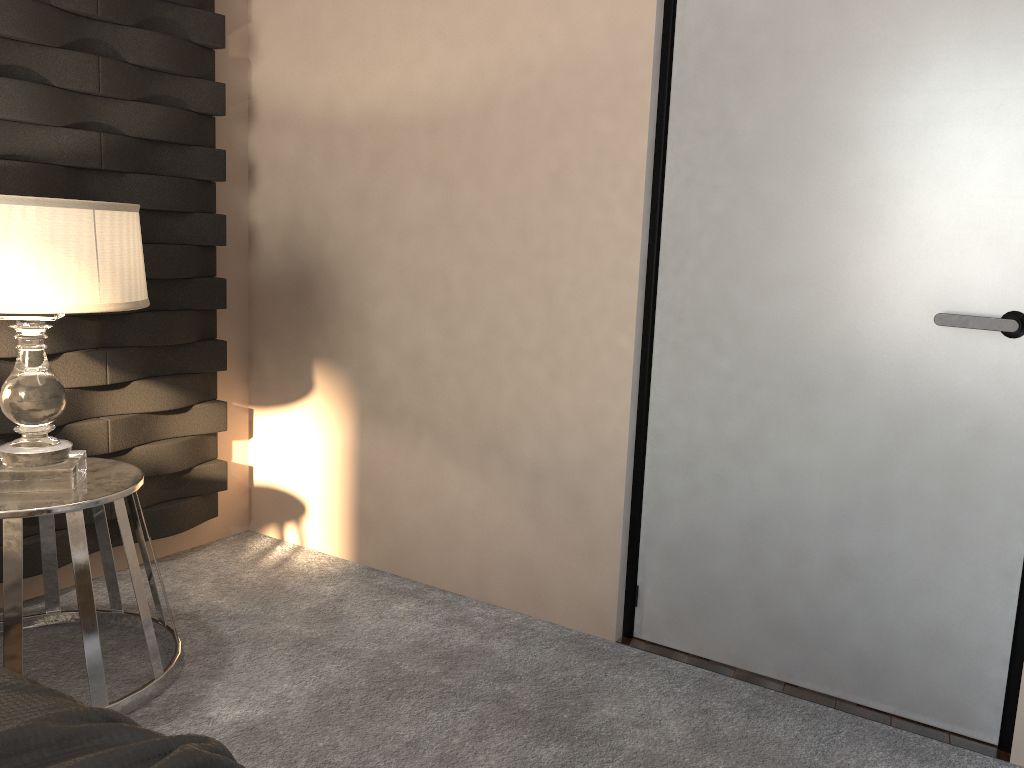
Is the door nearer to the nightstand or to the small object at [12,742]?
the nightstand

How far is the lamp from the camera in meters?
1.8 m

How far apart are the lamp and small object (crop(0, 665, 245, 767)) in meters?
1.0 m

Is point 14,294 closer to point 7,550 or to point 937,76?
point 7,550

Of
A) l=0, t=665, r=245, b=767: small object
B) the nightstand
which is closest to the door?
the nightstand

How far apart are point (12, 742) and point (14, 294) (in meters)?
1.24

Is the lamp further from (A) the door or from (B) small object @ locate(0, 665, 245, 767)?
(A) the door

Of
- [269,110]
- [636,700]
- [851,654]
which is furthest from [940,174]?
[269,110]

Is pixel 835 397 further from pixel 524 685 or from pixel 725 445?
Answer: pixel 524 685

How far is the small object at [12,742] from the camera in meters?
0.8 m
